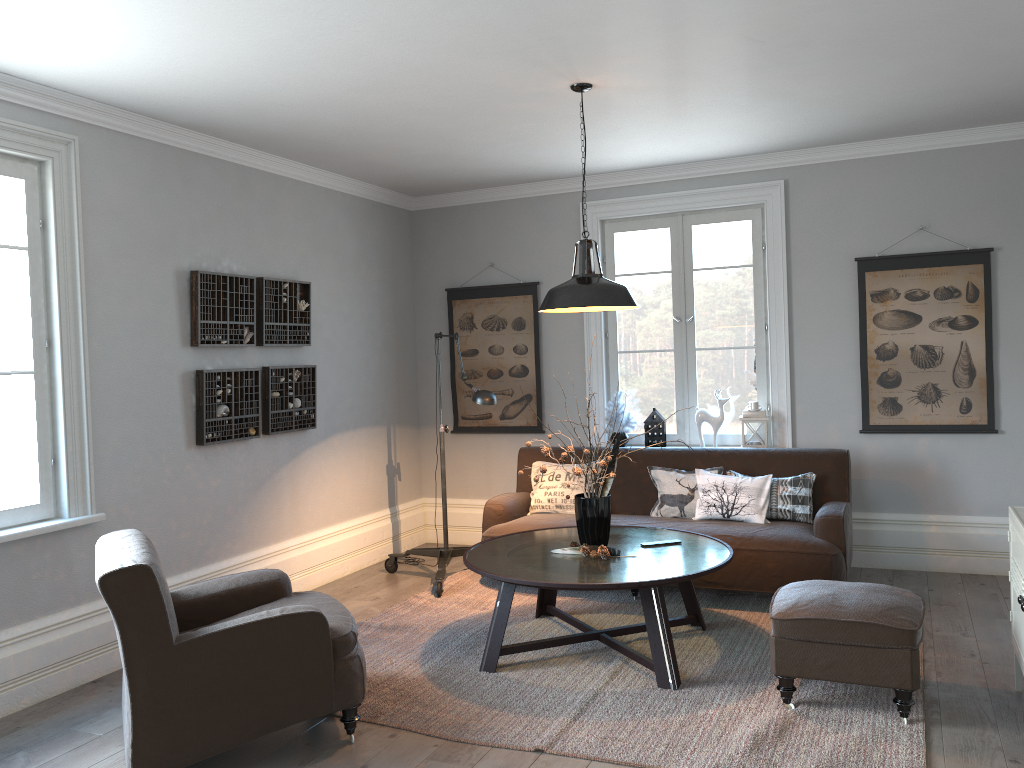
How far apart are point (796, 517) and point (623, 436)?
1.47m

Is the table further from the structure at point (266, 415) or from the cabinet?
the structure at point (266, 415)

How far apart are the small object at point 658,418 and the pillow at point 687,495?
0.67m

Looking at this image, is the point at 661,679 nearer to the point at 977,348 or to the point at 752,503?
the point at 752,503

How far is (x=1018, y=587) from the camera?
3.32m

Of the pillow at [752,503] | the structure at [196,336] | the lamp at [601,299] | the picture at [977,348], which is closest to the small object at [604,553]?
the lamp at [601,299]

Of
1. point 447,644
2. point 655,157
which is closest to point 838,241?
point 655,157

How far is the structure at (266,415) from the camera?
5.4m

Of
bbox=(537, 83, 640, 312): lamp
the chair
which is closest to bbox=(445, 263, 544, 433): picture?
bbox=(537, 83, 640, 312): lamp

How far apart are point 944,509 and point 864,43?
3.1 meters
